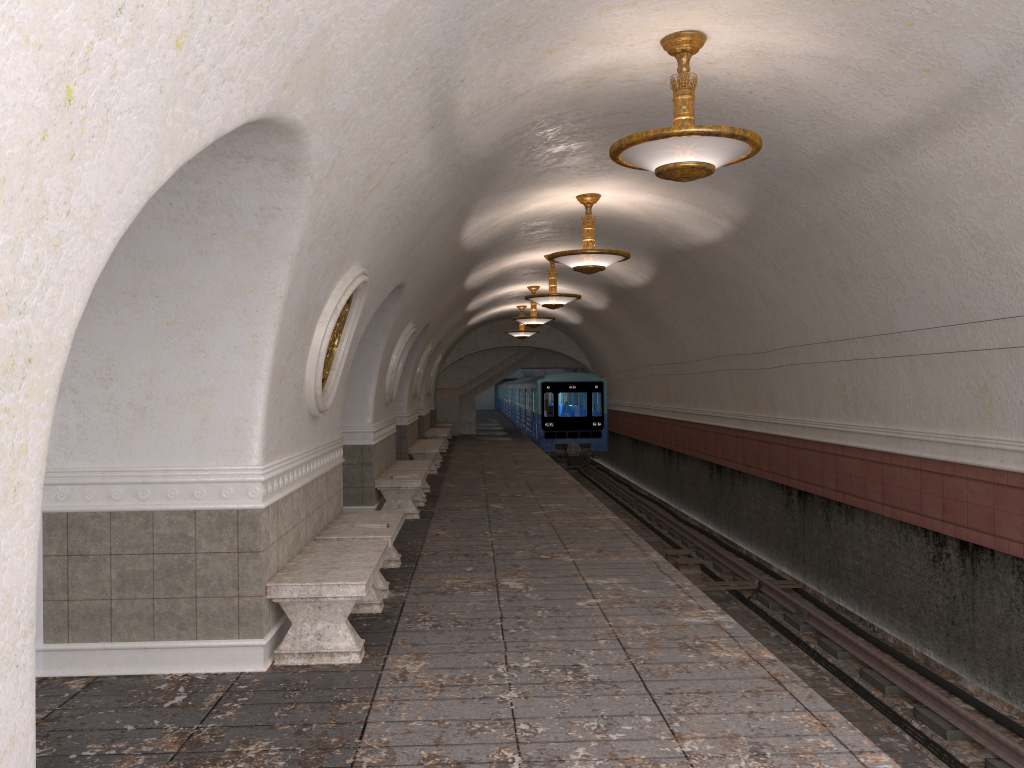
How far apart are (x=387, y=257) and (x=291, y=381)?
2.3 meters

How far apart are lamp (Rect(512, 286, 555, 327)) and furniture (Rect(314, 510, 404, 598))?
11.99m

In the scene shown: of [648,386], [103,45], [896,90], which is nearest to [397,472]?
[896,90]

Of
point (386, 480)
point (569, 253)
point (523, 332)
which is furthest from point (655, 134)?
point (523, 332)

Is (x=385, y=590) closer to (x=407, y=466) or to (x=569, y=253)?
(x=569, y=253)

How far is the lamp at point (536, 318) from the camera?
20.0 meters

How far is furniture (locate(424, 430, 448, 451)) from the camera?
23.4m

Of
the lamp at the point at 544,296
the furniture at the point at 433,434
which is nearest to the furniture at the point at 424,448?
the lamp at the point at 544,296

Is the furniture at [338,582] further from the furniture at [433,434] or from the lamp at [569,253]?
the furniture at [433,434]

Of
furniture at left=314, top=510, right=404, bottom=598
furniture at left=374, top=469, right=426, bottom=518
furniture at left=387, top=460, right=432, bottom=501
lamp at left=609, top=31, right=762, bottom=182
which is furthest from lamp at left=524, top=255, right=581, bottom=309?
lamp at left=609, top=31, right=762, bottom=182
